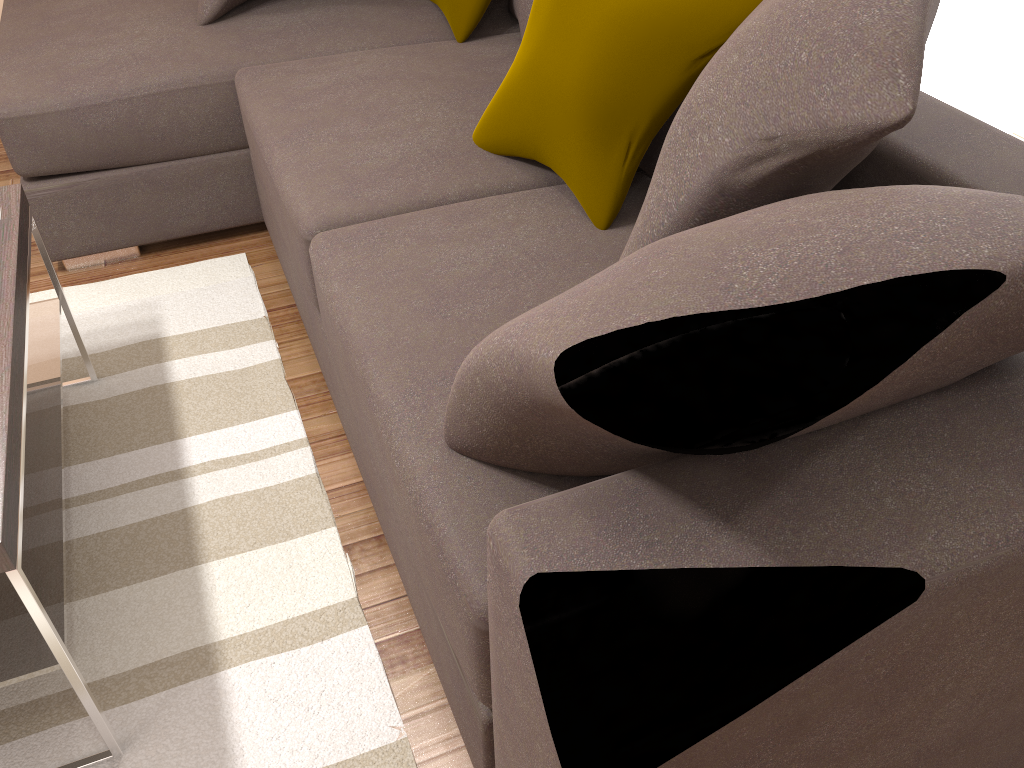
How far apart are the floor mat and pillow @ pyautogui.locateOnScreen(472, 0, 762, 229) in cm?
79

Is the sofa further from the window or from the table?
the table

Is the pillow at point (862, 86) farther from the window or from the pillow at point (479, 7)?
the pillow at point (479, 7)

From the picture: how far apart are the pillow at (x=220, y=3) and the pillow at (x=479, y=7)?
0.6m

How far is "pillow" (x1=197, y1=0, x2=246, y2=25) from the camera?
2.68m

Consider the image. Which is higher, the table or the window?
the window

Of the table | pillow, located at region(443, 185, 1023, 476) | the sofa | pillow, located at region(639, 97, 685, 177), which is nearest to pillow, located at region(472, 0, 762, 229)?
the sofa

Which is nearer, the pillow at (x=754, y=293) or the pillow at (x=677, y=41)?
the pillow at (x=754, y=293)

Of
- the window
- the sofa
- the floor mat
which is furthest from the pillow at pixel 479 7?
the window

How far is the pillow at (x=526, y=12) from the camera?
2.5m
